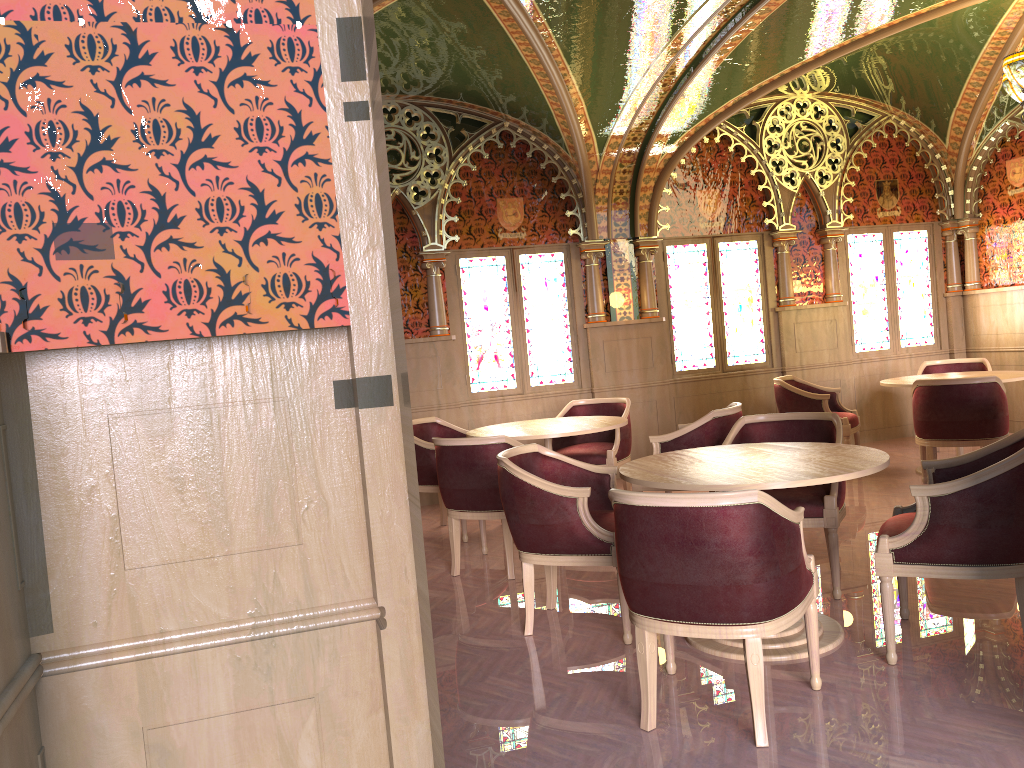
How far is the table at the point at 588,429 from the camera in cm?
580

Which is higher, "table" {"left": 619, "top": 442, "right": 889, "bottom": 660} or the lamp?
the lamp

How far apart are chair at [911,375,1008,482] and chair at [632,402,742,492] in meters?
1.6 m

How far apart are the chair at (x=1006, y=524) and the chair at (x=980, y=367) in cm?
483

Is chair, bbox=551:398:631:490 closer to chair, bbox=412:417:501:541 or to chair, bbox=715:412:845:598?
chair, bbox=412:417:501:541

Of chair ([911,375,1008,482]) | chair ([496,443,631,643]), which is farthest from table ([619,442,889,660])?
chair ([911,375,1008,482])

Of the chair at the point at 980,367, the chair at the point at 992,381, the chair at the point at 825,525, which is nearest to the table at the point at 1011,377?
the chair at the point at 992,381

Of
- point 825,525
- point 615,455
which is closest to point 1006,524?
point 825,525

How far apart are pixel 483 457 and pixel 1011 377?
4.4 meters

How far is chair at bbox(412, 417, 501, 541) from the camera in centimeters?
636cm
